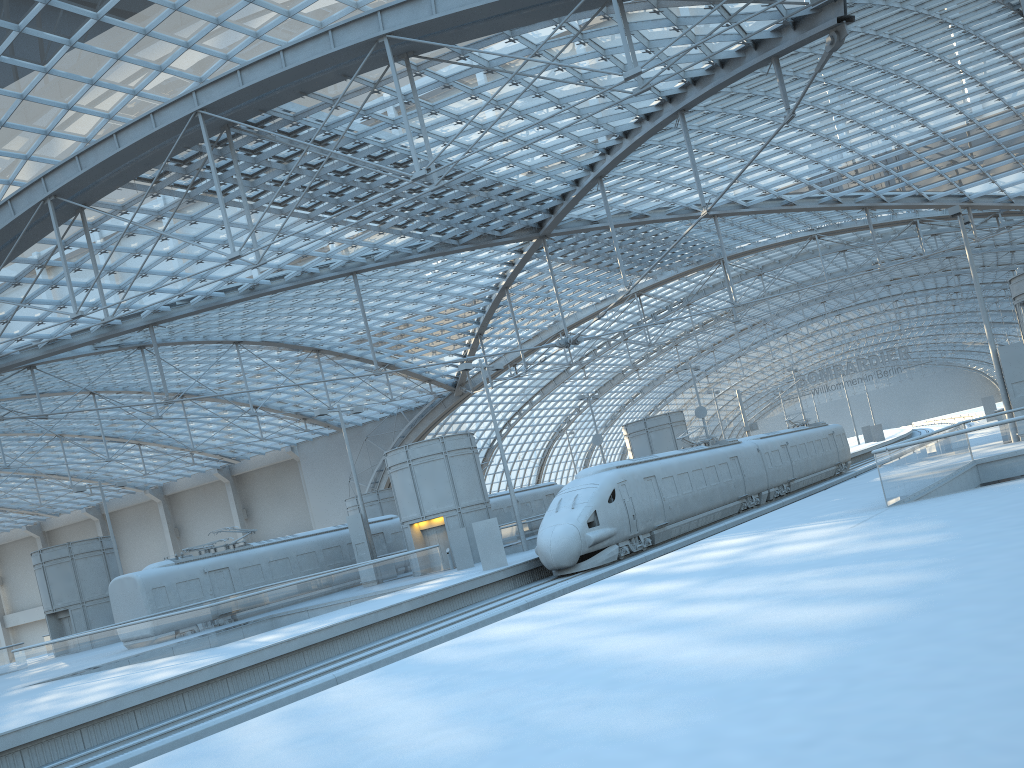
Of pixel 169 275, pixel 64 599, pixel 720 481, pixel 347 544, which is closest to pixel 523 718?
pixel 720 481

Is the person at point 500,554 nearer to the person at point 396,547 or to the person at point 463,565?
the person at point 463,565

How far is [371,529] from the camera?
42.9m

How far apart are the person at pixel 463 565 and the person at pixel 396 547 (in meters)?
9.12

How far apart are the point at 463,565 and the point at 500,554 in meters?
4.7

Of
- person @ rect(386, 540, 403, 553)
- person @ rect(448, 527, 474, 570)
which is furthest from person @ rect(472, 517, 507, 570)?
person @ rect(386, 540, 403, 553)

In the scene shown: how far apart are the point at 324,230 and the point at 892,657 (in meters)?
37.56

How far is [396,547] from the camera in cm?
4194

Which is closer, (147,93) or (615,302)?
(147,93)

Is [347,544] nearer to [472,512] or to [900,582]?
[472,512]
